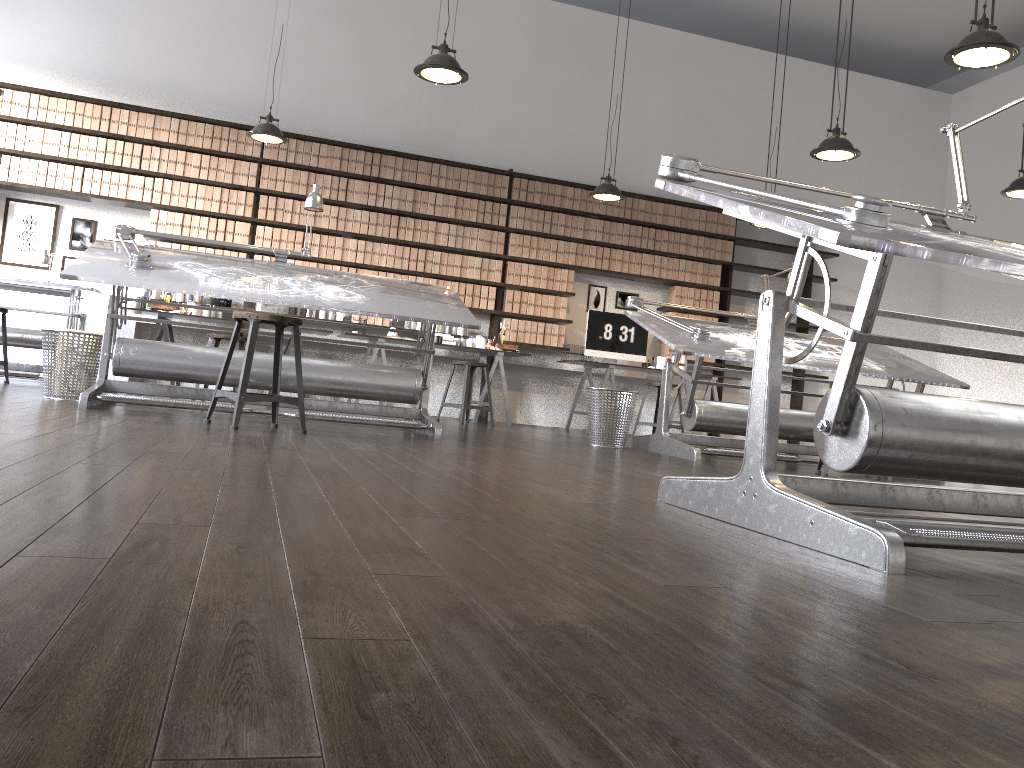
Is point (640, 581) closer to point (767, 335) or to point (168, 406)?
point (767, 335)

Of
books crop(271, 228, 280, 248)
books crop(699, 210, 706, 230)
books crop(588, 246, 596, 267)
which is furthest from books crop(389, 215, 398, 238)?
books crop(699, 210, 706, 230)

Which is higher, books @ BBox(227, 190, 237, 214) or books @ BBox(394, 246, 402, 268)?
books @ BBox(227, 190, 237, 214)

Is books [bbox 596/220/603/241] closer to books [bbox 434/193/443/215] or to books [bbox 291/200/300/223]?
books [bbox 434/193/443/215]

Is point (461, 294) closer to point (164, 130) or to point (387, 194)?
point (387, 194)

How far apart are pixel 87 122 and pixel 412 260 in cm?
296

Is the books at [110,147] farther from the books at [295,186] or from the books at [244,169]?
the books at [295,186]

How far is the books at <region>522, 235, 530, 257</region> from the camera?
8.56m

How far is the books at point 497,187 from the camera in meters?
8.5 m

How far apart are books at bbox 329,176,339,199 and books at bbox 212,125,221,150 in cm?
104
